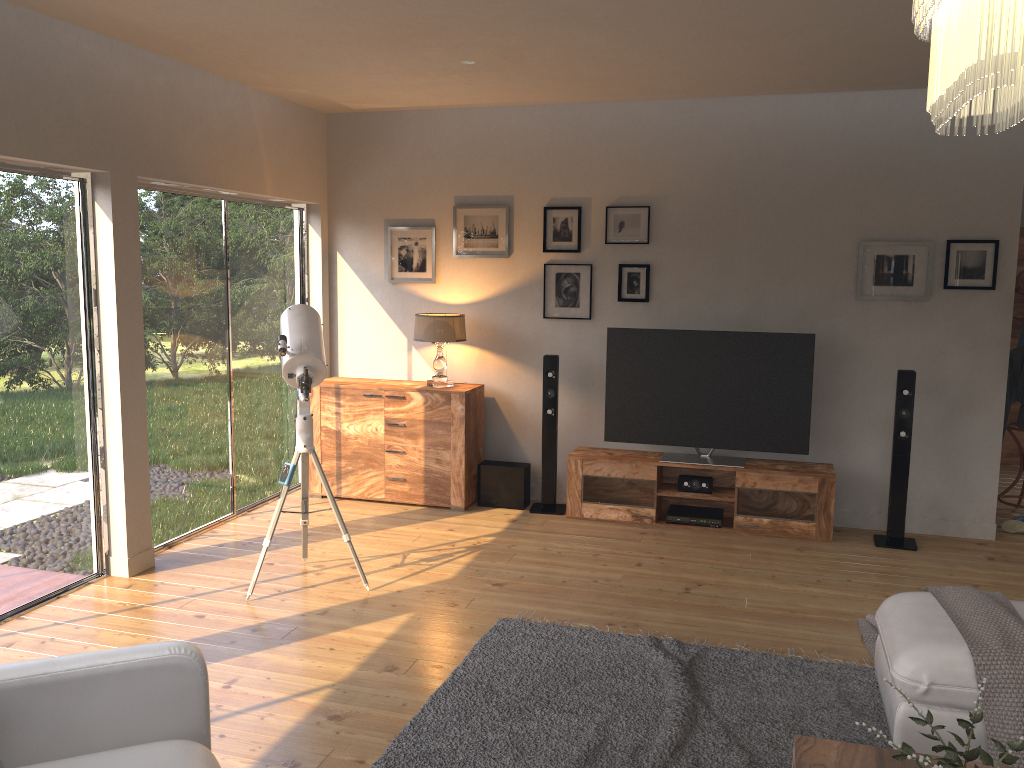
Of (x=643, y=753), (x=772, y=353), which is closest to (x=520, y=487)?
(x=772, y=353)

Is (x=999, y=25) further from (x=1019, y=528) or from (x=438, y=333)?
(x=1019, y=528)

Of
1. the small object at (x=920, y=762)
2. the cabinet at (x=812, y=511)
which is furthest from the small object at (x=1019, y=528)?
the small object at (x=920, y=762)

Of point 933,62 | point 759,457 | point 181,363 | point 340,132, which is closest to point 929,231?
point 759,457

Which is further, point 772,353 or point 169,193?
point 772,353

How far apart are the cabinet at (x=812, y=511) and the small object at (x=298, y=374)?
1.9m

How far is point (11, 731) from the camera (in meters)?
2.23

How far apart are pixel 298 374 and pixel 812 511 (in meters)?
3.28

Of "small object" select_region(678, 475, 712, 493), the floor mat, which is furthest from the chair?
"small object" select_region(678, 475, 712, 493)

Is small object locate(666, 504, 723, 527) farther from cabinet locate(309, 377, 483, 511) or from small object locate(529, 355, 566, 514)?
cabinet locate(309, 377, 483, 511)
